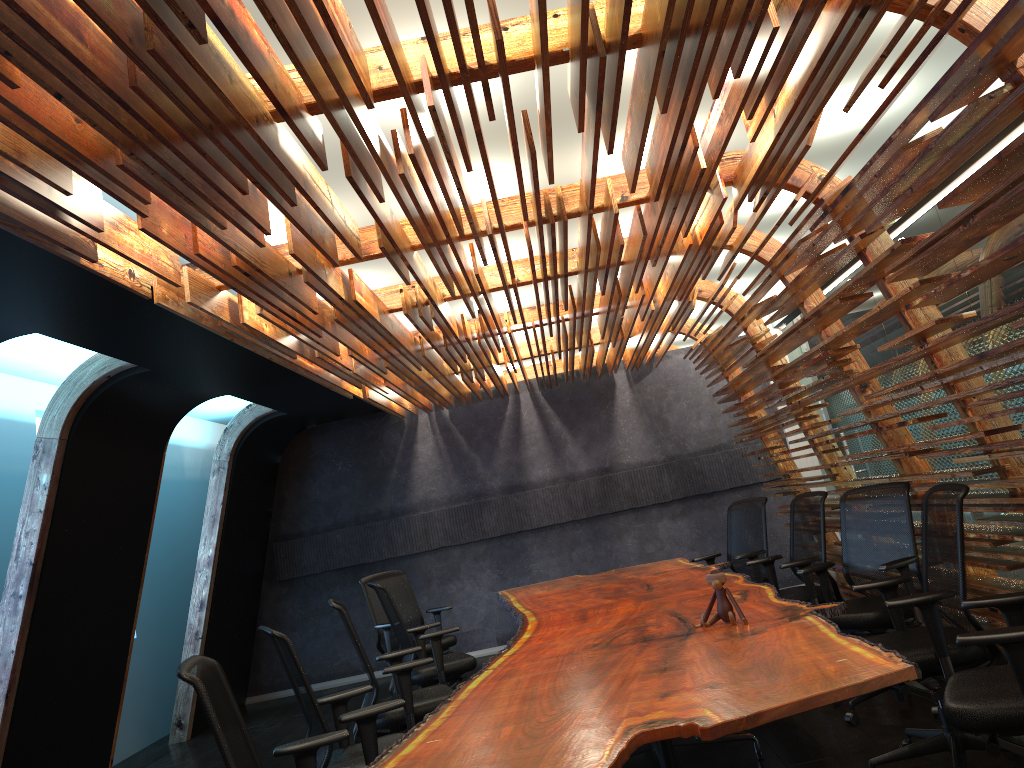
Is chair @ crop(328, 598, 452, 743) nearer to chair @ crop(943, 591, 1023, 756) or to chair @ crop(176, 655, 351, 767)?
chair @ crop(176, 655, 351, 767)

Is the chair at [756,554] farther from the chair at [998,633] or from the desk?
the chair at [998,633]

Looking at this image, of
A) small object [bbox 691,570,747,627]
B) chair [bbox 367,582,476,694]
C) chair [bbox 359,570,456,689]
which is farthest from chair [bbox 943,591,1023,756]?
chair [bbox 359,570,456,689]

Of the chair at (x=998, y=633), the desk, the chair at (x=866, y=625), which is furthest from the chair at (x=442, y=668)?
the chair at (x=998, y=633)

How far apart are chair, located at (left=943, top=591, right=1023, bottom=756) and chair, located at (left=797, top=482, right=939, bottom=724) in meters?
1.6 m

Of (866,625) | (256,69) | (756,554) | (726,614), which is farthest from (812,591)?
(256,69)

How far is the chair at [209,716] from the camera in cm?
306

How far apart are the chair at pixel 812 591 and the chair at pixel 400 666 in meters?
2.6 m

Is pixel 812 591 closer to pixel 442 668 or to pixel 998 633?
pixel 442 668

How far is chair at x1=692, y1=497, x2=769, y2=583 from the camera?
7.6m
